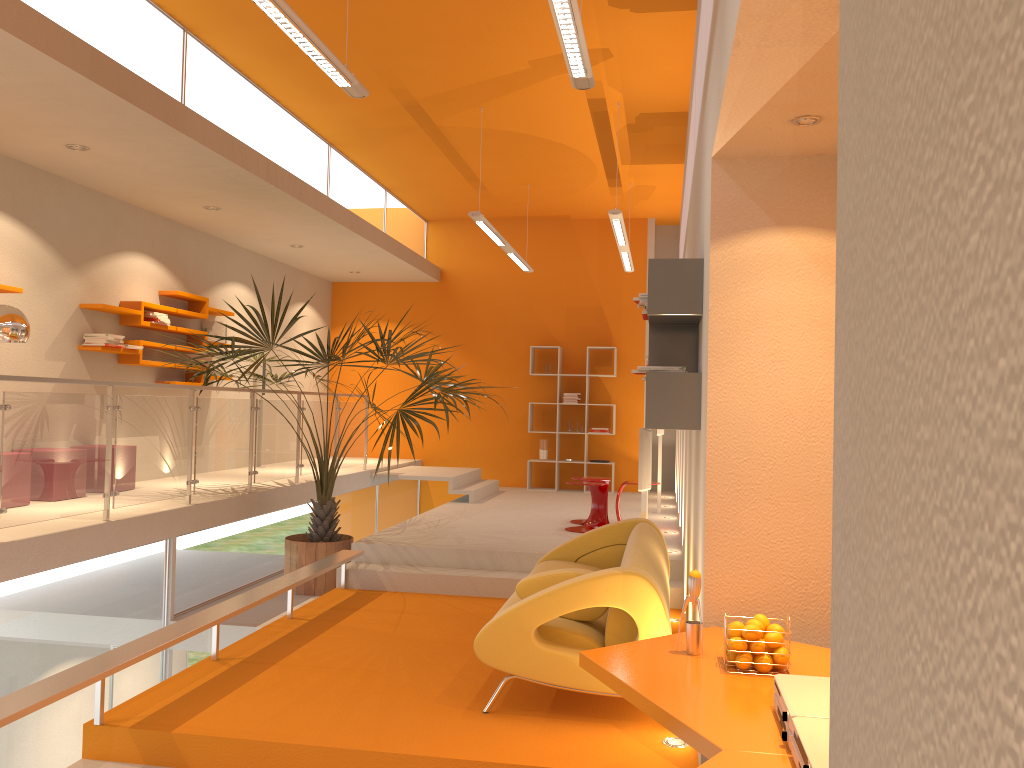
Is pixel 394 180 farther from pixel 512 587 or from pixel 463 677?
pixel 463 677

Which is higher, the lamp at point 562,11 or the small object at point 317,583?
the lamp at point 562,11

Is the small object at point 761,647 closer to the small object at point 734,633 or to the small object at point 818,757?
the small object at point 734,633

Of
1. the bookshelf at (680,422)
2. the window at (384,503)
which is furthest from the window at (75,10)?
the window at (384,503)

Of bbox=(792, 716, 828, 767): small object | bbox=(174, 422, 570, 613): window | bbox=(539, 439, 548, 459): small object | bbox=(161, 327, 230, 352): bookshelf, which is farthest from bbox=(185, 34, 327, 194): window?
bbox=(792, 716, 828, 767): small object

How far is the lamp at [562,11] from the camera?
3.7 meters

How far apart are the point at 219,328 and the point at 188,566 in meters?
3.5 m

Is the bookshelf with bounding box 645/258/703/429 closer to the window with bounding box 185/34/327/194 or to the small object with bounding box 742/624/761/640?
the small object with bounding box 742/624/761/640

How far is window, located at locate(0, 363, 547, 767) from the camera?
4.9 meters

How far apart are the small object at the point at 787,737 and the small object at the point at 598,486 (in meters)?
5.73
